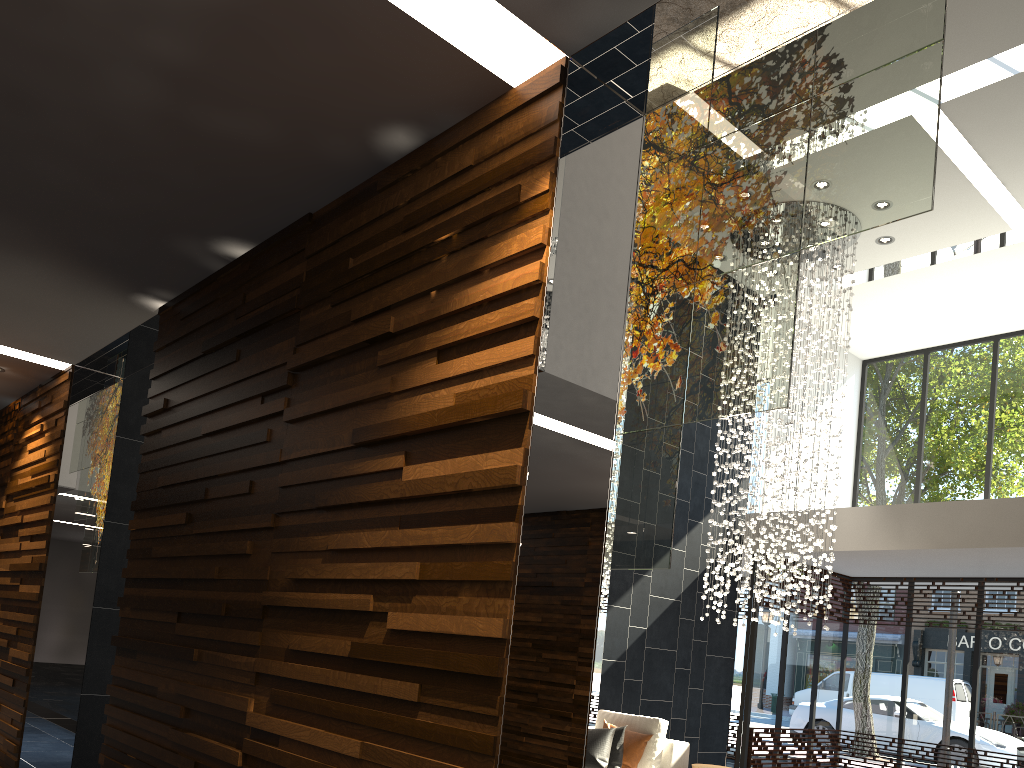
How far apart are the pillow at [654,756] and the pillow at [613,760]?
0.2m

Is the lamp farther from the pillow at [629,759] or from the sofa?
the pillow at [629,759]

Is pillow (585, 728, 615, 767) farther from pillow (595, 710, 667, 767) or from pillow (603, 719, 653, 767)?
pillow (595, 710, 667, 767)

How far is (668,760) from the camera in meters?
6.6 m

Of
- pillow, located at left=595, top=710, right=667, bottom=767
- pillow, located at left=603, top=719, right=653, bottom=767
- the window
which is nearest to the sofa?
pillow, located at left=595, top=710, right=667, bottom=767

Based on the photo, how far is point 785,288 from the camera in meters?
3.2

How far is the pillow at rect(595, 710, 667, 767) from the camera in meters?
6.5 m

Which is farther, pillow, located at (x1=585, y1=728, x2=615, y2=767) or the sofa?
the sofa

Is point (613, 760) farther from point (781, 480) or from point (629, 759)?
point (781, 480)

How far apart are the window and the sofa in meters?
3.6
